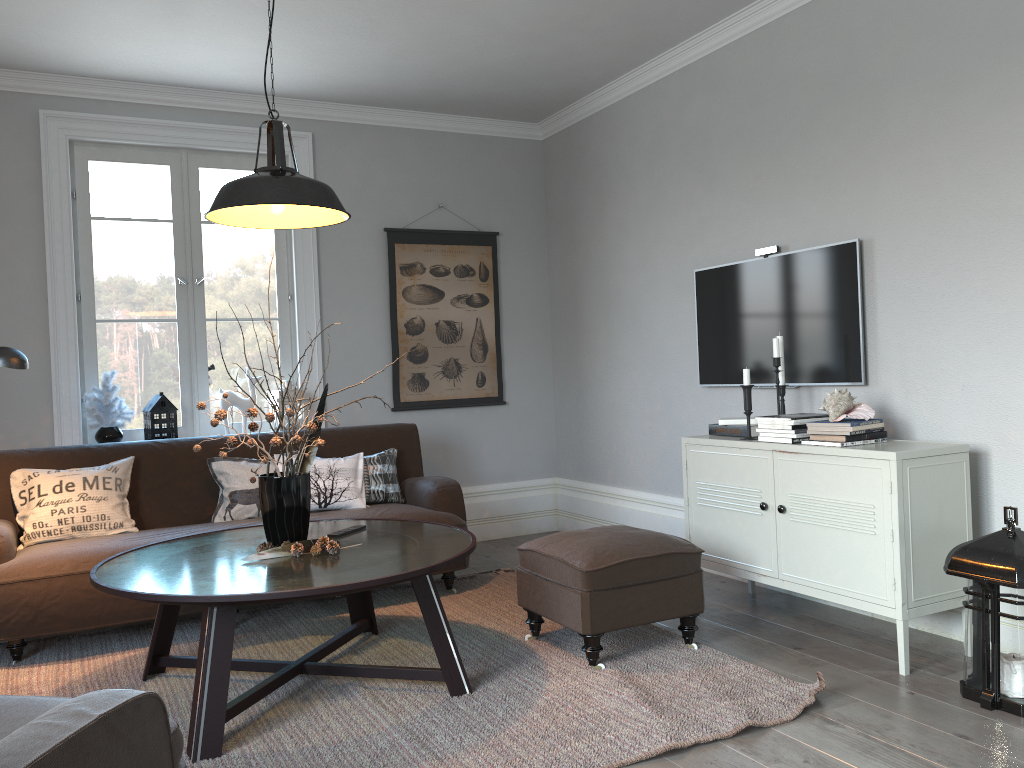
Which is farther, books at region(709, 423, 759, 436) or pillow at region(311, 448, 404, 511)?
pillow at region(311, 448, 404, 511)

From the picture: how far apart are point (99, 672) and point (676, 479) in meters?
3.0

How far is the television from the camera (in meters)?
3.75

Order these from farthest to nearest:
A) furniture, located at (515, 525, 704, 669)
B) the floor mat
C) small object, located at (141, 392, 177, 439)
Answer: small object, located at (141, 392, 177, 439) < furniture, located at (515, 525, 704, 669) < the floor mat

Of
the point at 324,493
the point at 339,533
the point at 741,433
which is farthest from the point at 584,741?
the point at 324,493

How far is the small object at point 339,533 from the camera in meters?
3.4

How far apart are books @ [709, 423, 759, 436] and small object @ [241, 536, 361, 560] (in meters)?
1.83

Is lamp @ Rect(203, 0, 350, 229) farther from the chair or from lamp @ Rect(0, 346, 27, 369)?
the chair

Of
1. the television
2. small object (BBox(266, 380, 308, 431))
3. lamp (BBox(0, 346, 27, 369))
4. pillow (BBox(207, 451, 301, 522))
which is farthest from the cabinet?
lamp (BBox(0, 346, 27, 369))

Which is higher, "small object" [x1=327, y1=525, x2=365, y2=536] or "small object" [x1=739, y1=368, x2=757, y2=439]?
"small object" [x1=739, y1=368, x2=757, y2=439]
